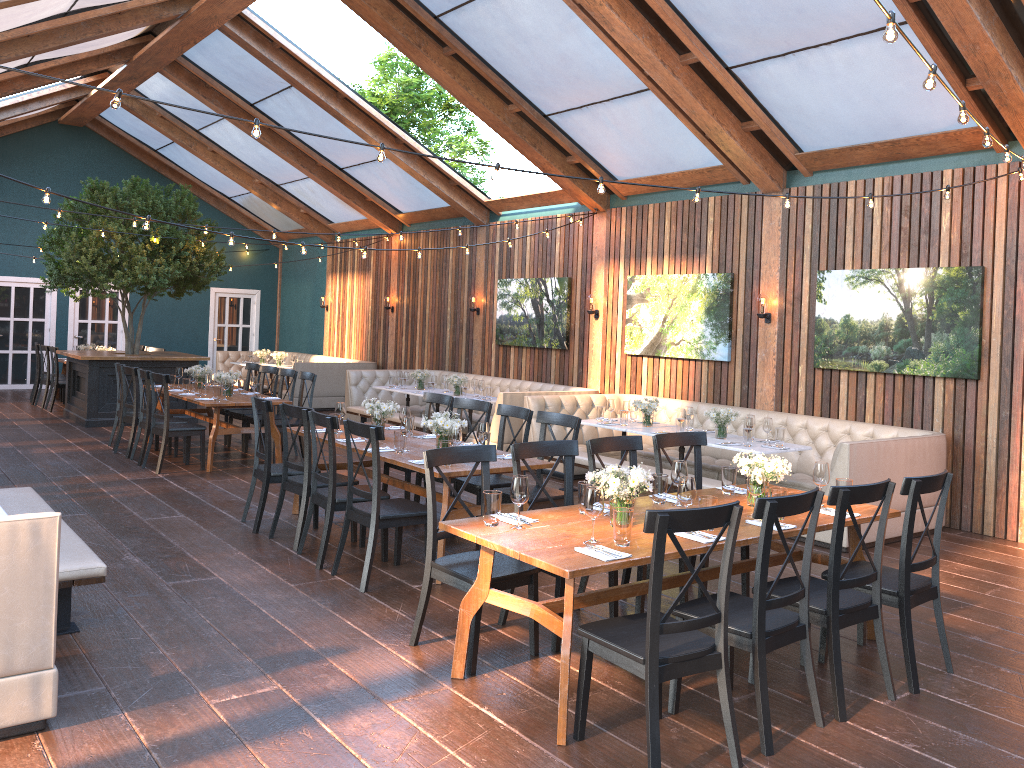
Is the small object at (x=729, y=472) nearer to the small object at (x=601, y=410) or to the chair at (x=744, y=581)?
the chair at (x=744, y=581)

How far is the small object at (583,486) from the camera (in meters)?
4.52

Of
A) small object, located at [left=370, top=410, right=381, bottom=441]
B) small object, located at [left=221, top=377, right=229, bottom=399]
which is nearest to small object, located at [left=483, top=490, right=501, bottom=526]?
small object, located at [left=370, top=410, right=381, bottom=441]

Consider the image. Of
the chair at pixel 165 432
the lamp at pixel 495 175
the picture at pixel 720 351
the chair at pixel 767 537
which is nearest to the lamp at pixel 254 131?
the lamp at pixel 495 175

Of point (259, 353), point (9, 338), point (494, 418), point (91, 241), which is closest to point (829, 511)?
point (494, 418)

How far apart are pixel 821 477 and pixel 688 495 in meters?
1.1 m

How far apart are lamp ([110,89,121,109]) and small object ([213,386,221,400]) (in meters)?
4.87

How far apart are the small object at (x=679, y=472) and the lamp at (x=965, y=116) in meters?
2.2 m

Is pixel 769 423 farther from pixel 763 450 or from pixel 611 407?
pixel 611 407

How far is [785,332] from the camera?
9.37m
